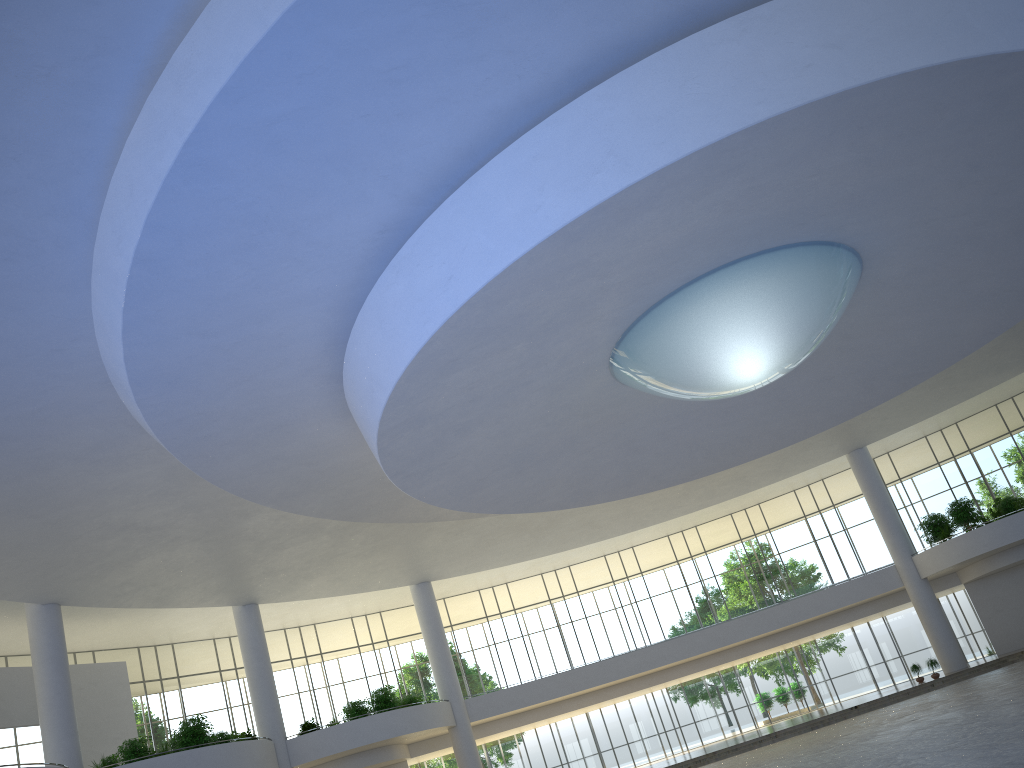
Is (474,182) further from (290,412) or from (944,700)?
(944,700)

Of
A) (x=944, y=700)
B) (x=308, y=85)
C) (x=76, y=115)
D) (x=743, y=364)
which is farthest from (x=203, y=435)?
(x=944, y=700)

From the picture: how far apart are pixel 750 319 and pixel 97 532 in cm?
3698

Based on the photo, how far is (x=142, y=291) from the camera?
28.75m
